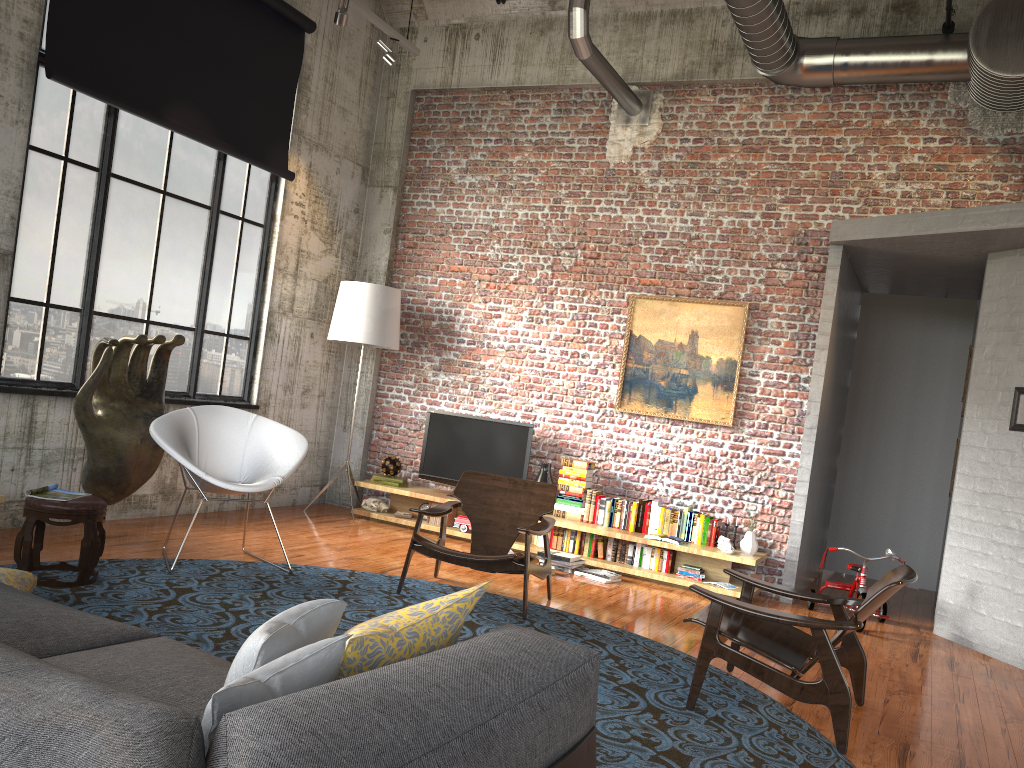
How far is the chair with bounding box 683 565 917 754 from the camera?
3.9m

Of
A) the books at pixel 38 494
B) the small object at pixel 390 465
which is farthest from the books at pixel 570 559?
the books at pixel 38 494

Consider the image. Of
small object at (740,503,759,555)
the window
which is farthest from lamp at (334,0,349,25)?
small object at (740,503,759,555)

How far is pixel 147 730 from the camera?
1.2m

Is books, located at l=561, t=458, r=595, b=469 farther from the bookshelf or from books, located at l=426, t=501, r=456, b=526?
books, located at l=426, t=501, r=456, b=526

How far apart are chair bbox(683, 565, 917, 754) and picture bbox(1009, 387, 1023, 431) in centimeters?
249cm

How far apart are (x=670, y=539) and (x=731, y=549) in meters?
0.5 m

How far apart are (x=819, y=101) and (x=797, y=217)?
1.0m

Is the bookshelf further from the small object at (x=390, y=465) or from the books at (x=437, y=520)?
the small object at (x=390, y=465)

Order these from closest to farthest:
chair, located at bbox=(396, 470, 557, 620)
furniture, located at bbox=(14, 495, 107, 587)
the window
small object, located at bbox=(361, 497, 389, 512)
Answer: furniture, located at bbox=(14, 495, 107, 587)
chair, located at bbox=(396, 470, 557, 620)
the window
small object, located at bbox=(361, 497, 389, 512)
